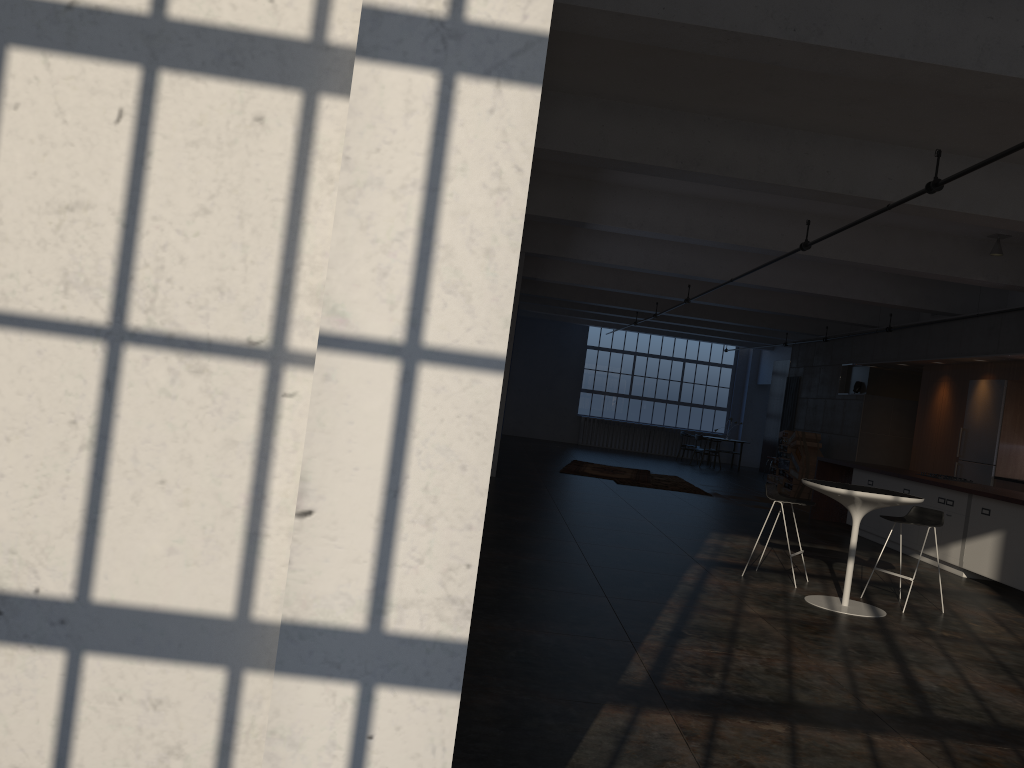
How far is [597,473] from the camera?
16.3m

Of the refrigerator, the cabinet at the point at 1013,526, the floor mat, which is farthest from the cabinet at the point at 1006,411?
the floor mat

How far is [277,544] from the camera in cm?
204

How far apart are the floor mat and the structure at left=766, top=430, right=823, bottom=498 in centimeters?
262cm

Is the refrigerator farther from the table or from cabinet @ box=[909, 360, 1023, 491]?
the table

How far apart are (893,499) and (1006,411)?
7.31m

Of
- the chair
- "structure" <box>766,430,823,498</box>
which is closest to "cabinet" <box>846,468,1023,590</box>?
the chair

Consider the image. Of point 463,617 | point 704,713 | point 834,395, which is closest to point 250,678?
point 463,617

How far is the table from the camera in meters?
6.5

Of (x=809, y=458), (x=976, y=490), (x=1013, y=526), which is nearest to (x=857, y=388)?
(x=809, y=458)
